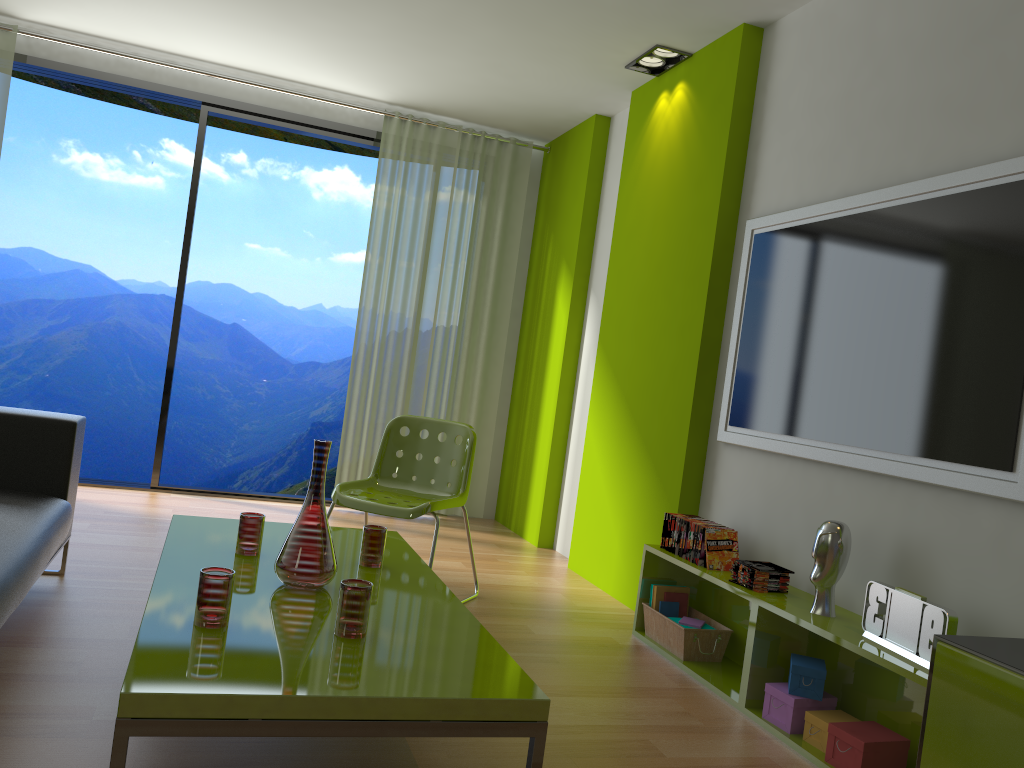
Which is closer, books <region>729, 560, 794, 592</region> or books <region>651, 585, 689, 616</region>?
books <region>729, 560, 794, 592</region>

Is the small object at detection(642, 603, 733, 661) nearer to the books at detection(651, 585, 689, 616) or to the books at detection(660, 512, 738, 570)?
the books at detection(651, 585, 689, 616)

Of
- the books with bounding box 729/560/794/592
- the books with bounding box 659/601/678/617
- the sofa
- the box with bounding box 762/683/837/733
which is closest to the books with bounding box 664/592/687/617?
the books with bounding box 659/601/678/617

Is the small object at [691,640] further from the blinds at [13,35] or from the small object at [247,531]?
the blinds at [13,35]

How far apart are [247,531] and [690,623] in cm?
173

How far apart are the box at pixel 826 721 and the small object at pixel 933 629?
0.29m

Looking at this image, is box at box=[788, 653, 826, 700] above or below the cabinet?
below

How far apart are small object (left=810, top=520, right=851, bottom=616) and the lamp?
2.48m

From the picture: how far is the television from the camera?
2.4 meters

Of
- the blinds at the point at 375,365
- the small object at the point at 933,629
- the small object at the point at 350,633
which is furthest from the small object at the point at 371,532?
the blinds at the point at 375,365
